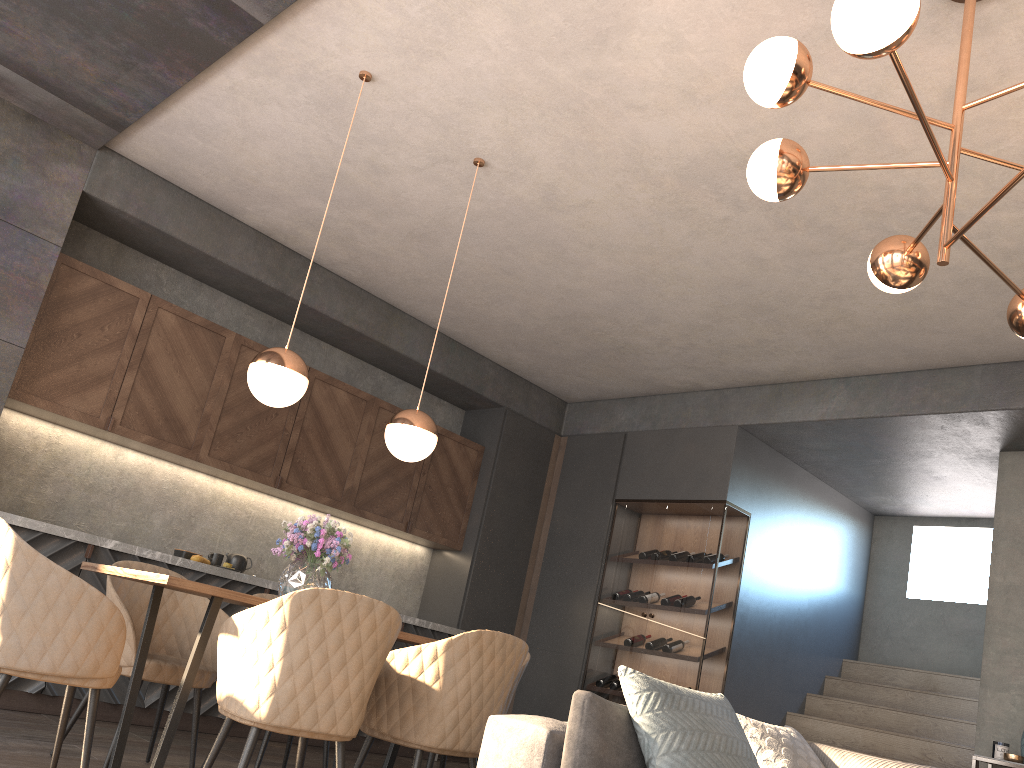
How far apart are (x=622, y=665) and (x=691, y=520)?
4.03m

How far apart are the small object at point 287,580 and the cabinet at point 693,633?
3.2 meters

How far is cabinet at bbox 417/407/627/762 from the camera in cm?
666

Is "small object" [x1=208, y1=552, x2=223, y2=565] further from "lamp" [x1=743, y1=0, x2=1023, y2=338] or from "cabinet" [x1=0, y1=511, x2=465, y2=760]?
"lamp" [x1=743, y1=0, x2=1023, y2=338]

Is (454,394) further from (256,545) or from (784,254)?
(784,254)

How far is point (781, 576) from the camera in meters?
6.7 m

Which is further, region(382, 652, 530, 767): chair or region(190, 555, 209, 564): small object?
region(190, 555, 209, 564): small object

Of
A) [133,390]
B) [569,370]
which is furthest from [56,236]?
[569,370]

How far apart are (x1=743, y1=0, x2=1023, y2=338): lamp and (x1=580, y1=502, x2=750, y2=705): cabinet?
3.4m

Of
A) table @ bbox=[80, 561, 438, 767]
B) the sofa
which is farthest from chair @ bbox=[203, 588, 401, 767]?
the sofa
